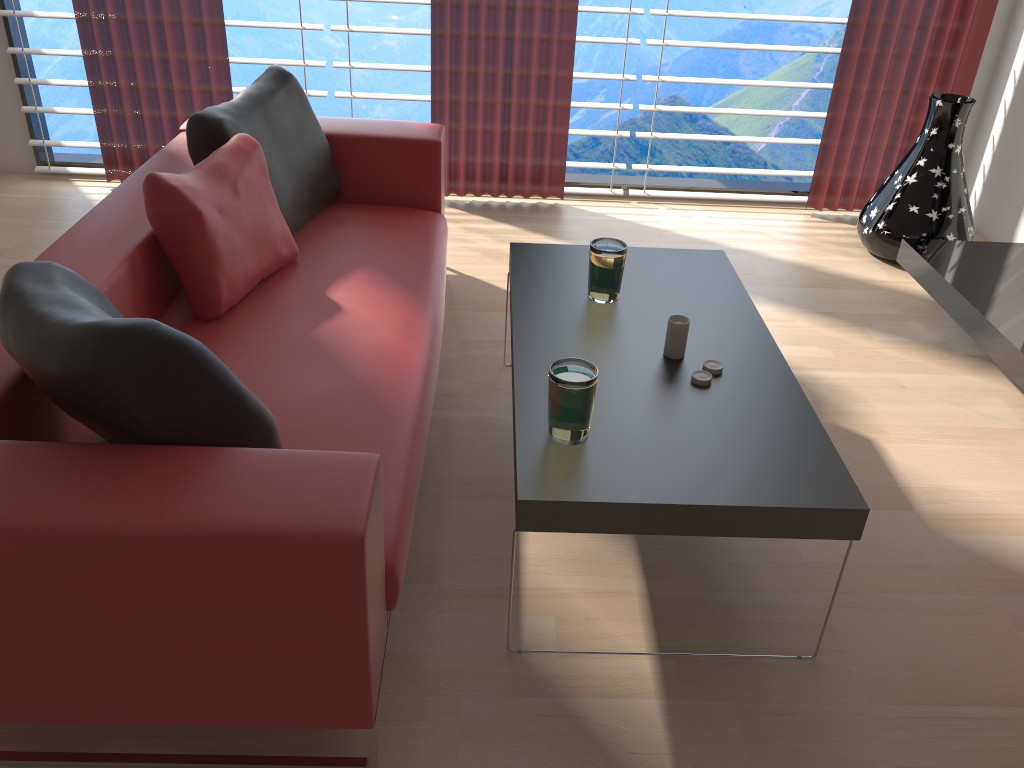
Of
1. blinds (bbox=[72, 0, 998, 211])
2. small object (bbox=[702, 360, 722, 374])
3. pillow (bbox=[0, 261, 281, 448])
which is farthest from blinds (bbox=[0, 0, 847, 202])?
pillow (bbox=[0, 261, 281, 448])

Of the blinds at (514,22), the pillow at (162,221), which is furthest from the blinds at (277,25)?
the pillow at (162,221)

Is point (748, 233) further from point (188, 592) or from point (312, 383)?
point (188, 592)

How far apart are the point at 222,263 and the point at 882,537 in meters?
2.5 m

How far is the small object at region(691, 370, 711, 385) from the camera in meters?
2.8 m

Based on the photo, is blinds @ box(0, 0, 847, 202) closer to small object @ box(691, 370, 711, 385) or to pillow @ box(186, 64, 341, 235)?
pillow @ box(186, 64, 341, 235)

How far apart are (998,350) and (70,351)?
3.64m

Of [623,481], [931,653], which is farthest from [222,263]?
[931,653]

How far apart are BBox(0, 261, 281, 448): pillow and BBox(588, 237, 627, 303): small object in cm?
141

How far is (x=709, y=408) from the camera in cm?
268
